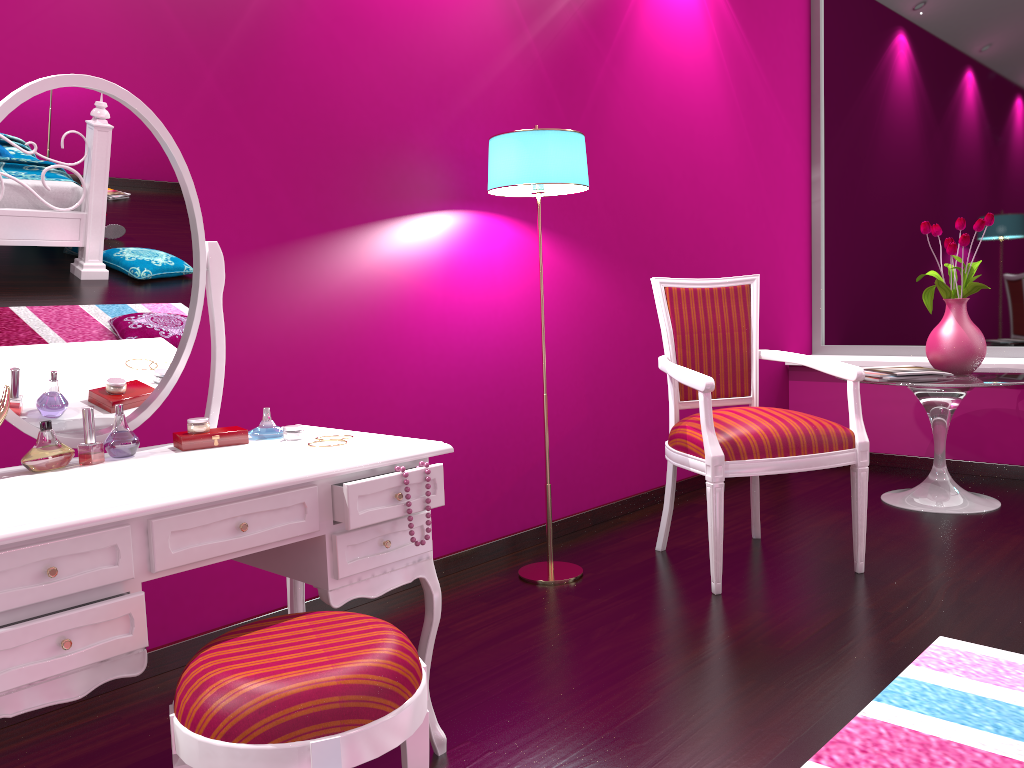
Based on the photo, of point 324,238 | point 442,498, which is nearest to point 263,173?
point 324,238

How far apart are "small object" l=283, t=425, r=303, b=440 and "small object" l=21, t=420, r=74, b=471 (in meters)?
0.37

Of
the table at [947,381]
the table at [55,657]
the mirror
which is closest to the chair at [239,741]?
the table at [55,657]

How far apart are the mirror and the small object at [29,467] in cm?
15

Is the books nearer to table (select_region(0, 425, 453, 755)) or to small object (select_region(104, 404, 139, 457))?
table (select_region(0, 425, 453, 755))

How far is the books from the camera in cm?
330

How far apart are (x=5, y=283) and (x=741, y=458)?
1.82m

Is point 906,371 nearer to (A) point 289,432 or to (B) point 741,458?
(B) point 741,458

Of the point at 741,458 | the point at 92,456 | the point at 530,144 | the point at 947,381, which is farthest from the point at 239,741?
the point at 947,381

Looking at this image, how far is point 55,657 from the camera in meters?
1.1 m
